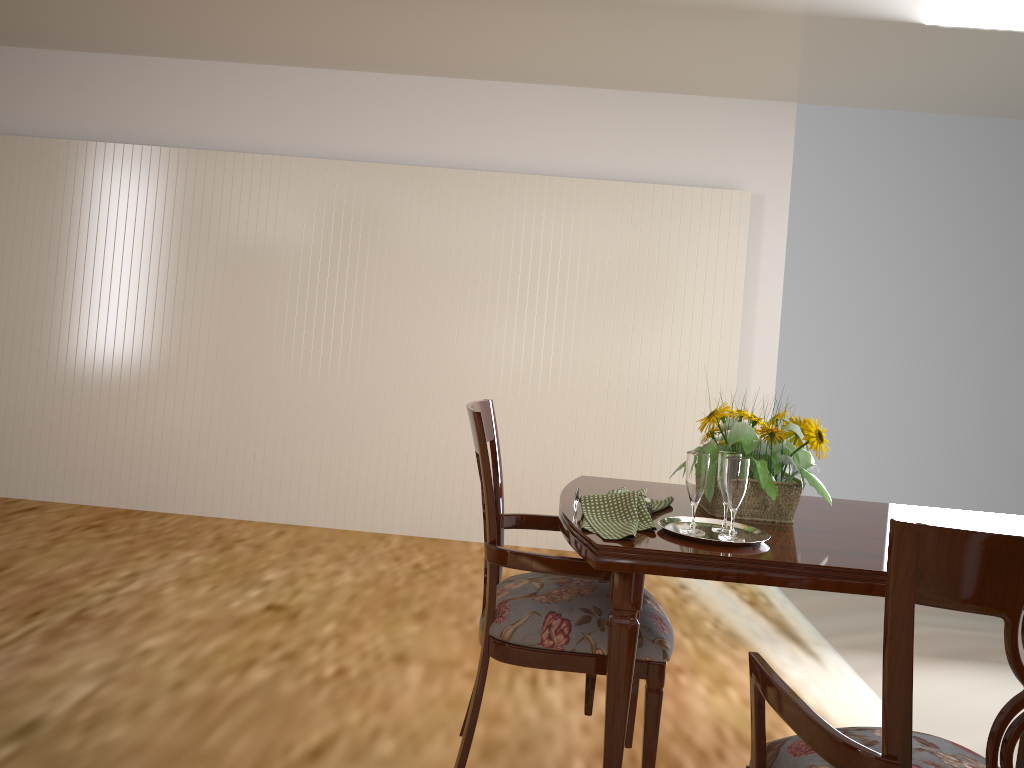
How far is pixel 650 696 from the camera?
1.69m

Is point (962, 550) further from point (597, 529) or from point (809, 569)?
point (597, 529)

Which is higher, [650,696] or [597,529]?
[597,529]

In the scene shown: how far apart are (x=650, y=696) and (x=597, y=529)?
0.36m

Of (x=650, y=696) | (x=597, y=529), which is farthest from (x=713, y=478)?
(x=650, y=696)

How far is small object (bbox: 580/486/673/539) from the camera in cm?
159

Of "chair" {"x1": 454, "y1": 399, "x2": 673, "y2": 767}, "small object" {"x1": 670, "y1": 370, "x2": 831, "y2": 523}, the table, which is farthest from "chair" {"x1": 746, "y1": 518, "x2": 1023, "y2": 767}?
"small object" {"x1": 670, "y1": 370, "x2": 831, "y2": 523}

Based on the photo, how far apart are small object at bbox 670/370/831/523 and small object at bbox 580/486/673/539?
Answer: 0.1m

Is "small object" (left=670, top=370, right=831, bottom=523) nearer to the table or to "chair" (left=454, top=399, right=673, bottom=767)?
the table

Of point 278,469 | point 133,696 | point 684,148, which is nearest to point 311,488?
point 278,469
